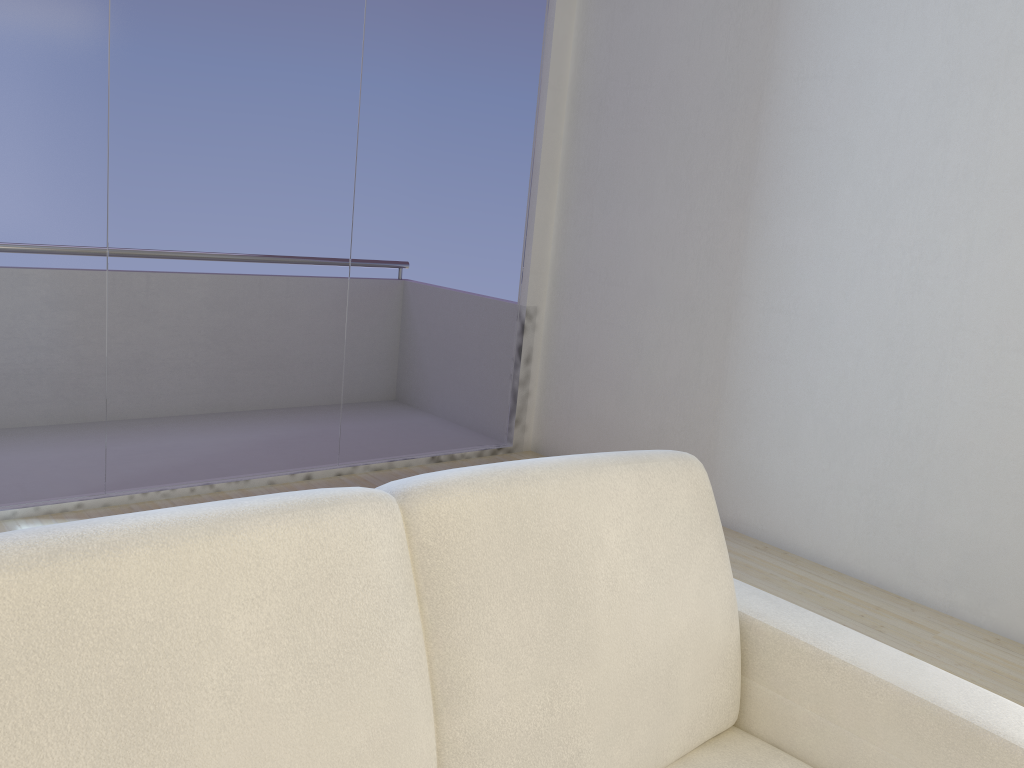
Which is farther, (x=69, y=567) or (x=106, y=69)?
(x=106, y=69)

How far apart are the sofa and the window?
2.4 meters

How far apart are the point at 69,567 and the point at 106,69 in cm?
270

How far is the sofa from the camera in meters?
0.9

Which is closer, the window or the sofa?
the sofa

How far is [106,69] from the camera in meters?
3.1 m

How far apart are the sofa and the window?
2.40m

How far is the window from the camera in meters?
3.1 m

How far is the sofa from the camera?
0.9m

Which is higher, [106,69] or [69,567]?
[106,69]
